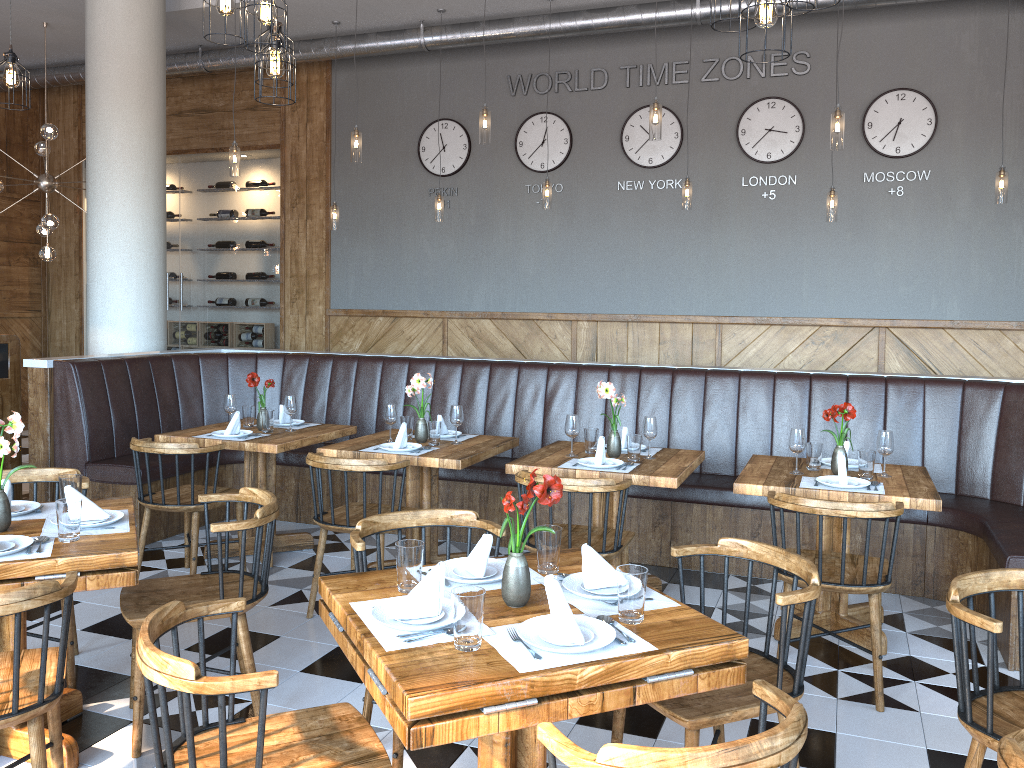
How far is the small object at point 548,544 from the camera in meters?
2.6 m

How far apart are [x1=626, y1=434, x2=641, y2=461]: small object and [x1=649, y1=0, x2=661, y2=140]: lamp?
2.0m

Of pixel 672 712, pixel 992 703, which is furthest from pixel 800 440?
pixel 672 712

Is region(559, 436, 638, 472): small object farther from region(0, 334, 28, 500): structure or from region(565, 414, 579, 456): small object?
region(0, 334, 28, 500): structure

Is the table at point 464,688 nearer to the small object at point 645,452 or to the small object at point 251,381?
the small object at point 645,452

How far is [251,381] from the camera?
5.3m

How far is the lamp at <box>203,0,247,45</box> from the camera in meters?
3.8 m

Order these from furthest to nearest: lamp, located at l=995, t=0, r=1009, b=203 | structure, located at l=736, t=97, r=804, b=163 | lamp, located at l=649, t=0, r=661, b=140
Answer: structure, located at l=736, t=97, r=804, b=163 → lamp, located at l=995, t=0, r=1009, b=203 → lamp, located at l=649, t=0, r=661, b=140

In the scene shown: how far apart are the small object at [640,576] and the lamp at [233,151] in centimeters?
533cm

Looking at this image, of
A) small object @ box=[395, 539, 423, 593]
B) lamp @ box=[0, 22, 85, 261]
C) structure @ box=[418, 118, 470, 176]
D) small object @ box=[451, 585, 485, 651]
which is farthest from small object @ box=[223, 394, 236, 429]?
structure @ box=[418, 118, 470, 176]
